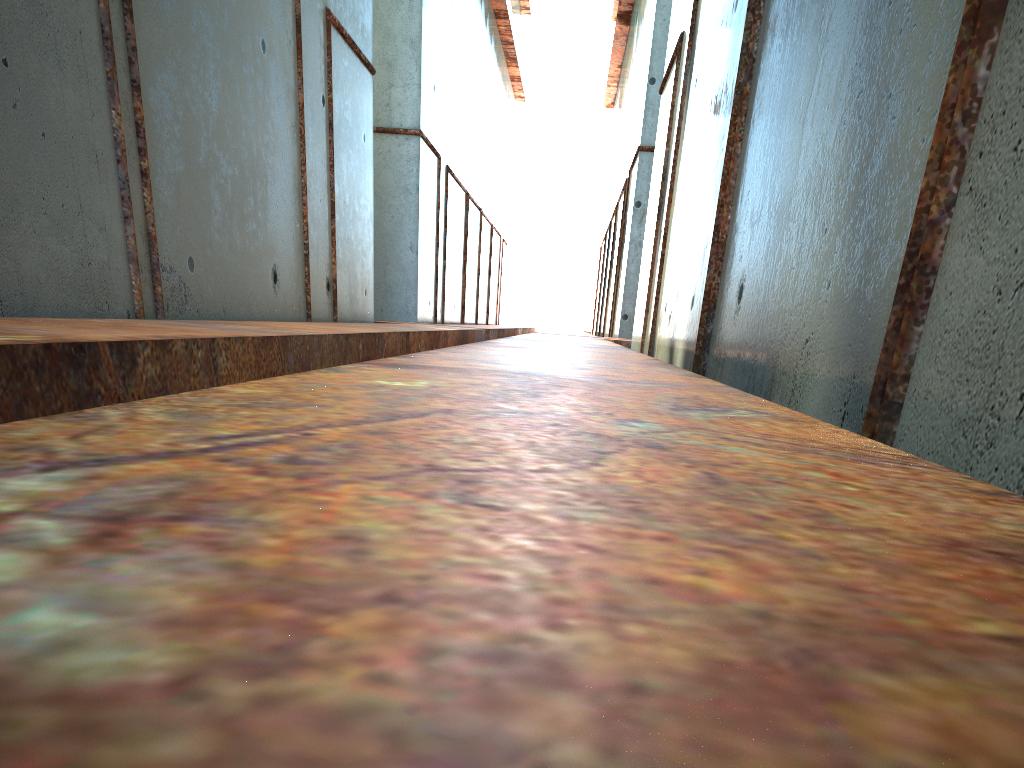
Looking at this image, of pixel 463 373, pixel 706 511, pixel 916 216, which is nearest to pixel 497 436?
pixel 706 511
